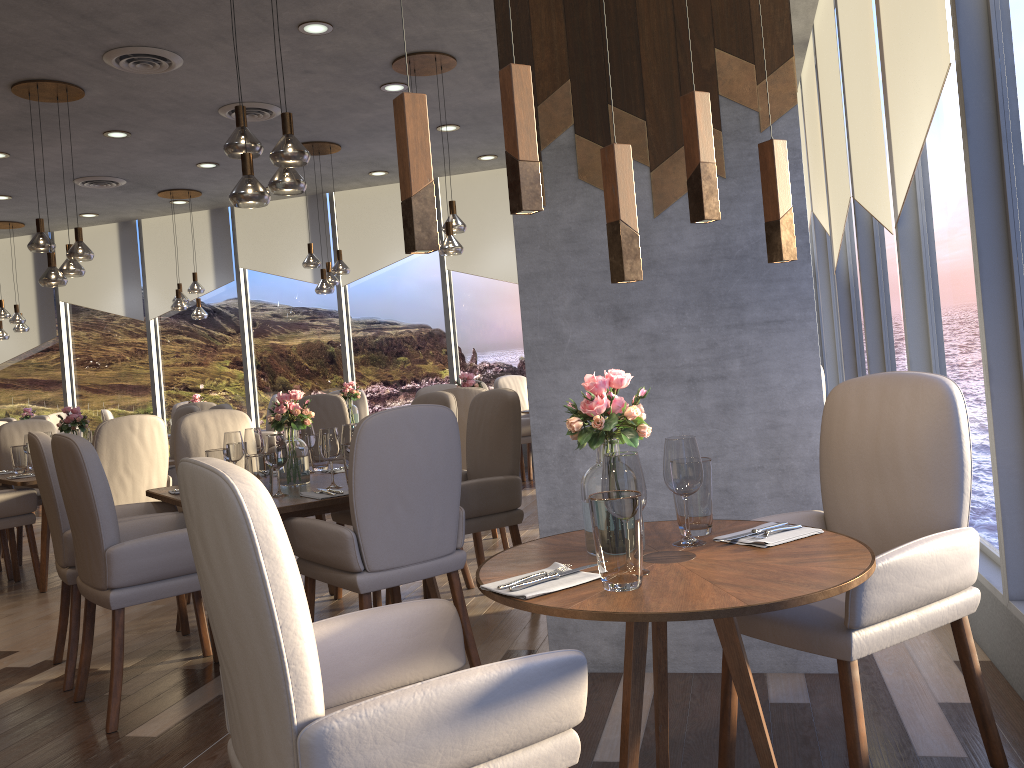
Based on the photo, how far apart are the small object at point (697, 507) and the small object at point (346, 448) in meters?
1.8

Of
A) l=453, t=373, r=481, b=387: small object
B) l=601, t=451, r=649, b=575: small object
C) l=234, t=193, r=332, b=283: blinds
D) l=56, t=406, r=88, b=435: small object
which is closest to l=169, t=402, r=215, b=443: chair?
l=234, t=193, r=332, b=283: blinds

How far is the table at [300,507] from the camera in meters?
3.2 m

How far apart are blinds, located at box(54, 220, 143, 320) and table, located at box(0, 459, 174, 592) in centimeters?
535cm

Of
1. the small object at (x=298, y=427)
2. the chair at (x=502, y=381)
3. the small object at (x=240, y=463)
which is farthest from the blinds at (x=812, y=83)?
the small object at (x=240, y=463)

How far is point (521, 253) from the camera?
3.16m

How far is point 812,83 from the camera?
6.6m

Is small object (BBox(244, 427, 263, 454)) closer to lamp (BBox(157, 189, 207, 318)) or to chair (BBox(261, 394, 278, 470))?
chair (BBox(261, 394, 278, 470))

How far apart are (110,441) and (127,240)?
6.4 meters

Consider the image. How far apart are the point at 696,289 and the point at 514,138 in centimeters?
139cm
